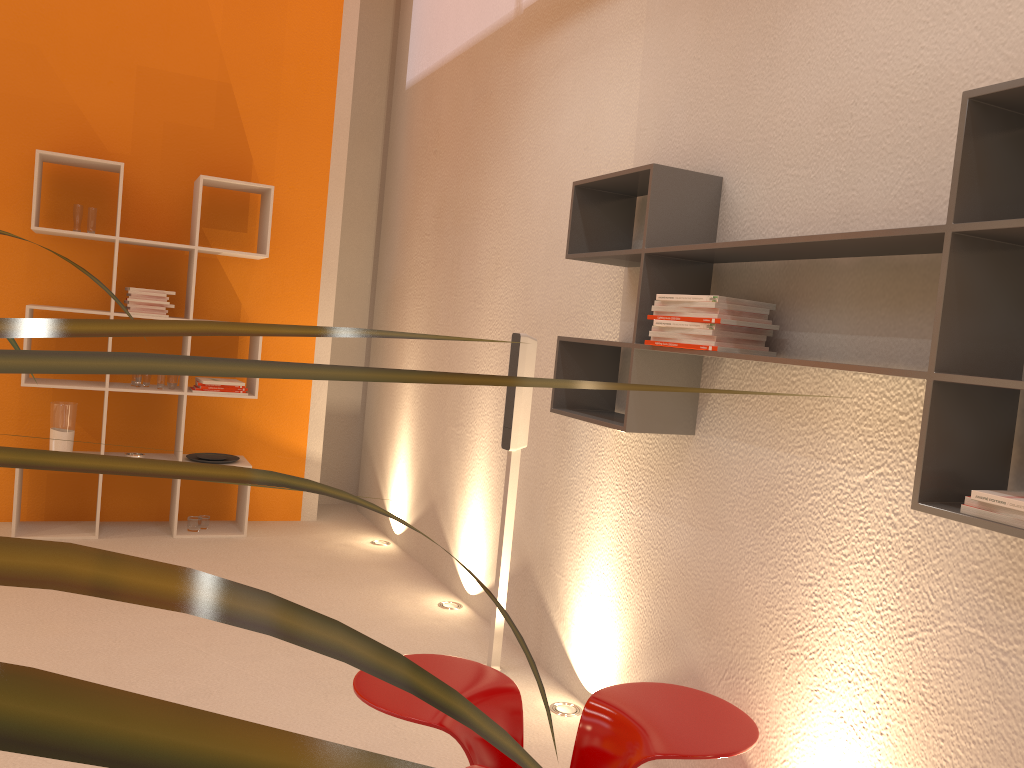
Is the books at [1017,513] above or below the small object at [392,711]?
above

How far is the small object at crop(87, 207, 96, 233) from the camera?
4.7m

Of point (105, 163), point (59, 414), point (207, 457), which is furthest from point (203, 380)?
point (105, 163)

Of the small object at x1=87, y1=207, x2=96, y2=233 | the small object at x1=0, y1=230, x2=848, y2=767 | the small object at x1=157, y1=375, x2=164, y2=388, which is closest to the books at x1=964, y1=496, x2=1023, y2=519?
the small object at x1=0, y1=230, x2=848, y2=767

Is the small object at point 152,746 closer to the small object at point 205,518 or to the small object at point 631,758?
the small object at point 631,758

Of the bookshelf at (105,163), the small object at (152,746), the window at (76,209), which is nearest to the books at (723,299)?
the small object at (152,746)

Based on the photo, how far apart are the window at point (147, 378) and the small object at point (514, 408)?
2.5m

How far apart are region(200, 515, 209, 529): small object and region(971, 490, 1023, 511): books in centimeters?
440cm

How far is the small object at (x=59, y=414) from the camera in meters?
4.7

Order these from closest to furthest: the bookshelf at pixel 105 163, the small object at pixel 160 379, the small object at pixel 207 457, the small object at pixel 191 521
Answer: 1. the bookshelf at pixel 105 163
2. the small object at pixel 160 379
3. the small object at pixel 191 521
4. the small object at pixel 207 457
